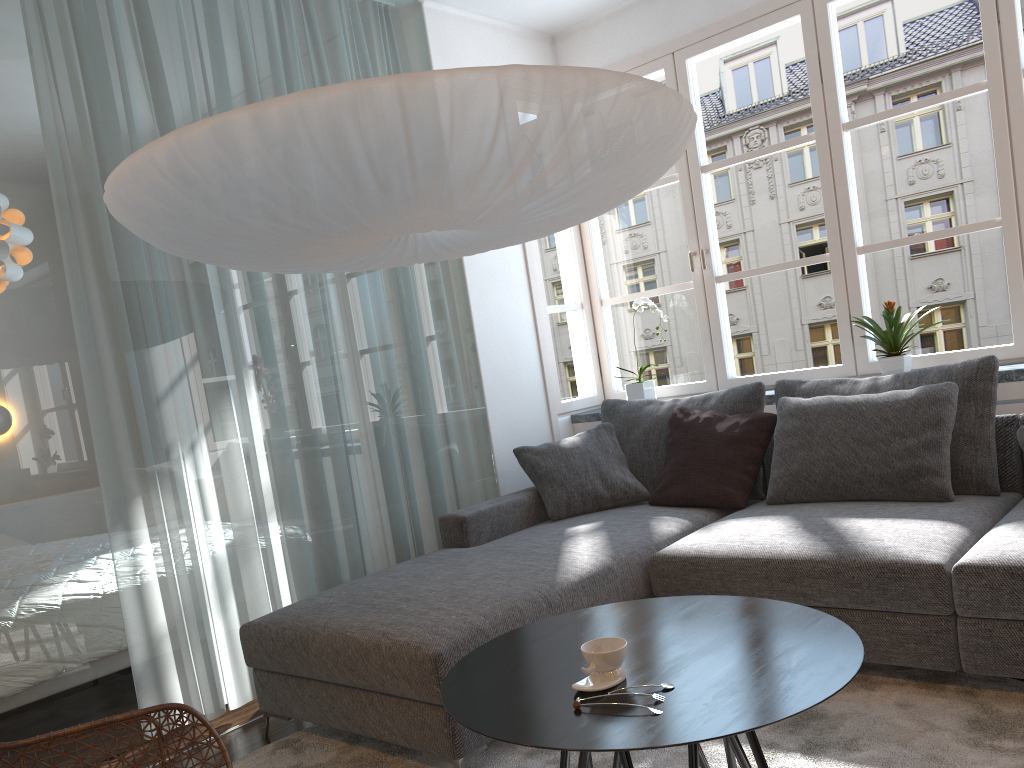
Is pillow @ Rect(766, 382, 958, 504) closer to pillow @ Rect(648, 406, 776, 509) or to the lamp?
pillow @ Rect(648, 406, 776, 509)

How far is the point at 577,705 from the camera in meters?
1.6

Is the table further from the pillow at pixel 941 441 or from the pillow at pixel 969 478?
the pillow at pixel 969 478

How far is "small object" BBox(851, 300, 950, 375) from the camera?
3.61m

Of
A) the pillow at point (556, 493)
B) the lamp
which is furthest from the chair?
the pillow at point (556, 493)

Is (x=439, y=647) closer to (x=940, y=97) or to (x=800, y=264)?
(x=800, y=264)

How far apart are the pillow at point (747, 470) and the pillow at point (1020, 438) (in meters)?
0.88

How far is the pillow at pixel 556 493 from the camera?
3.71m

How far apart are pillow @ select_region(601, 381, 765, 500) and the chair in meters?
2.2 m

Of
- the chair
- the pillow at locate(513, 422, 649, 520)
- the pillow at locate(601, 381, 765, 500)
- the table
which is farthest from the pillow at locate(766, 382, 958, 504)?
the chair
